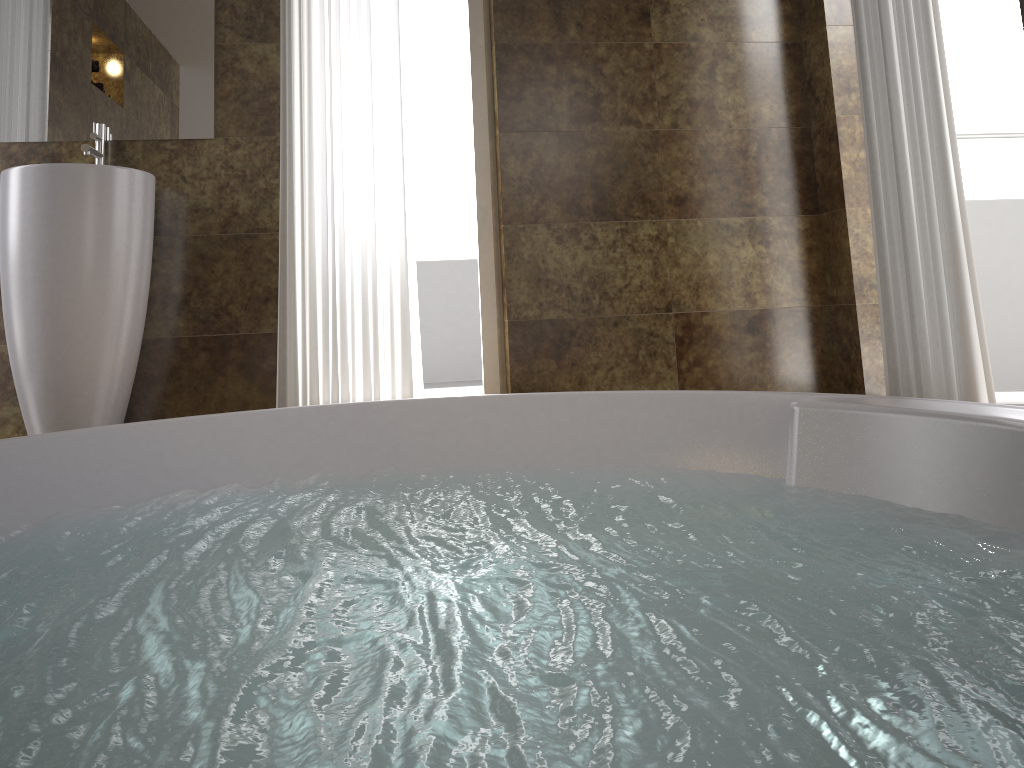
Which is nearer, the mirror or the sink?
the sink

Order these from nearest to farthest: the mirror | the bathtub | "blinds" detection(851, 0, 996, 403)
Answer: the bathtub, "blinds" detection(851, 0, 996, 403), the mirror

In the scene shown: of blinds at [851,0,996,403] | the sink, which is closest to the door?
blinds at [851,0,996,403]

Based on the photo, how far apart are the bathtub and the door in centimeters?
190cm

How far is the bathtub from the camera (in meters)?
0.67

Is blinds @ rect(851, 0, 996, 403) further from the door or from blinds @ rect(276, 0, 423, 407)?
blinds @ rect(276, 0, 423, 407)

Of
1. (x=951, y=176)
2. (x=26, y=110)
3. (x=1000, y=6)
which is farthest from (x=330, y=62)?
(x=1000, y=6)

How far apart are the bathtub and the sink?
1.2 meters

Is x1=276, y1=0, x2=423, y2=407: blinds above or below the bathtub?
above

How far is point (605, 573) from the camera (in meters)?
1.03
